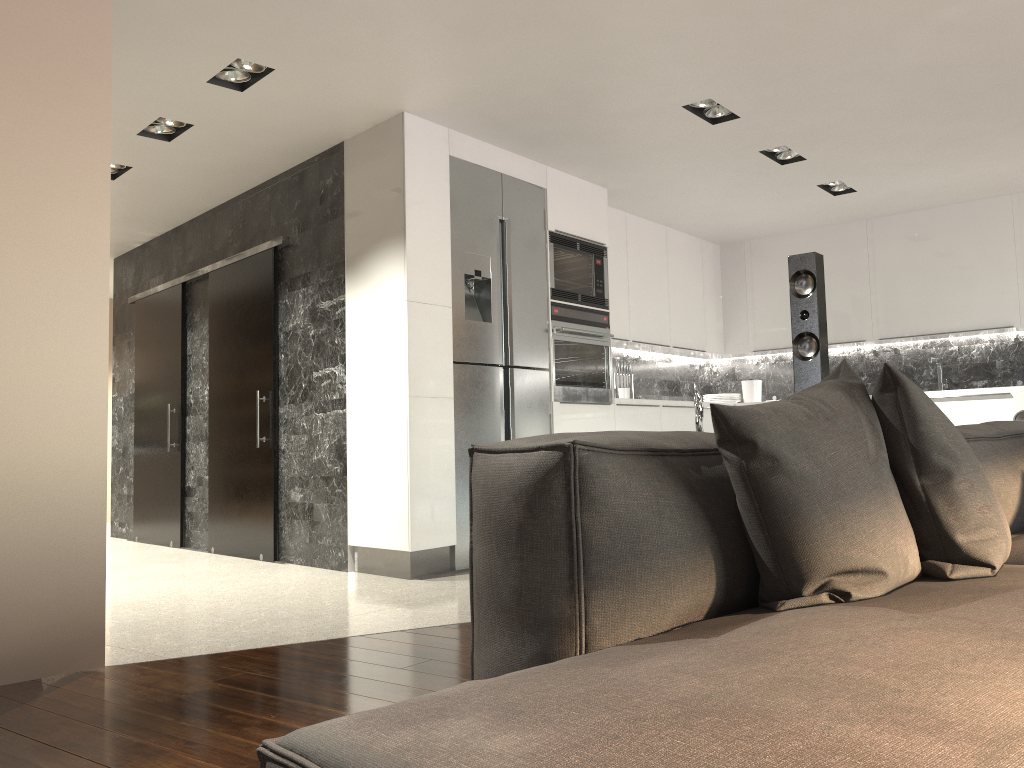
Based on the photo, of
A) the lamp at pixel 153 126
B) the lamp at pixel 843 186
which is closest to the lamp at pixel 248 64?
the lamp at pixel 153 126

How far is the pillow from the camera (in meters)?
1.30

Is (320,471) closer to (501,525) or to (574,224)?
(574,224)

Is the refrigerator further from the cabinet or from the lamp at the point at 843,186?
the lamp at the point at 843,186

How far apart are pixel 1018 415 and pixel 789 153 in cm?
206

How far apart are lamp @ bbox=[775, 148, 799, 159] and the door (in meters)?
3.20

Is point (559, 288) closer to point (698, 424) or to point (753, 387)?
point (753, 387)

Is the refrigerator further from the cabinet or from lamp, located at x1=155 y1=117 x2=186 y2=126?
lamp, located at x1=155 y1=117 x2=186 y2=126

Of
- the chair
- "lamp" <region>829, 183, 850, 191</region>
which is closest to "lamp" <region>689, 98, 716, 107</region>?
"lamp" <region>829, 183, 850, 191</region>

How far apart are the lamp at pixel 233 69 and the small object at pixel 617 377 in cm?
354
